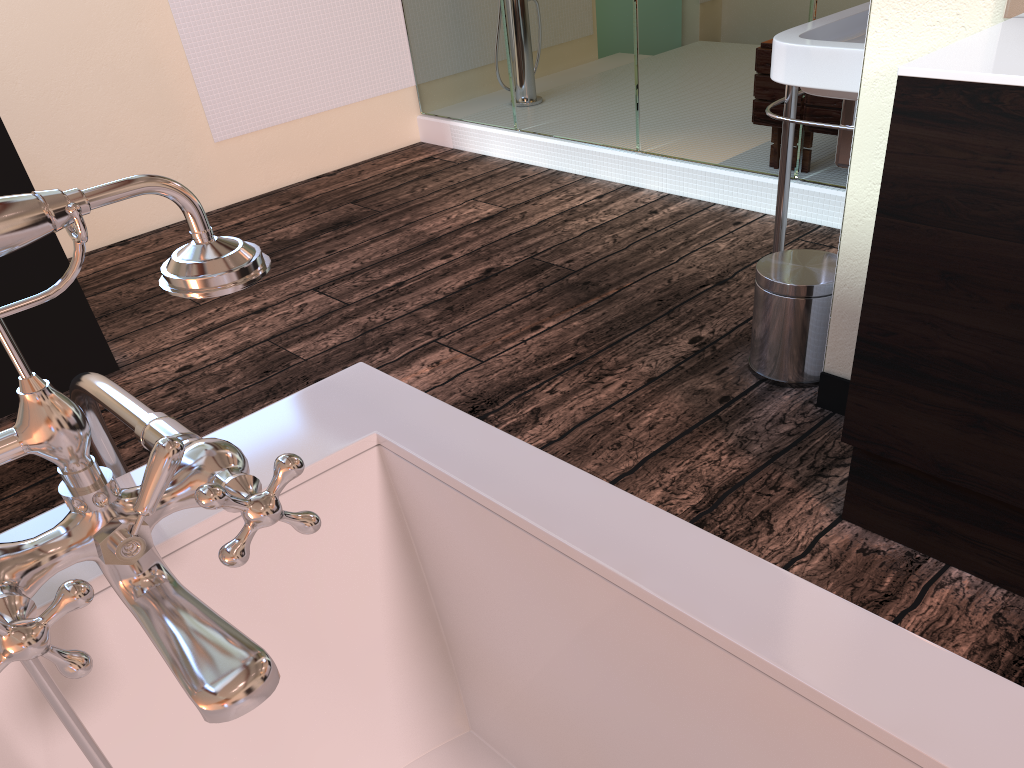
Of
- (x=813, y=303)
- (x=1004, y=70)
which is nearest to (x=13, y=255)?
(x=813, y=303)

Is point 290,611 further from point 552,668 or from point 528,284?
point 528,284

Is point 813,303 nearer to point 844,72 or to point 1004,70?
point 844,72

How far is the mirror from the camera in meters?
1.4

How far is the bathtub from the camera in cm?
62

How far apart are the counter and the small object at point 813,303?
0.7m

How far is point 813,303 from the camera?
2.0m

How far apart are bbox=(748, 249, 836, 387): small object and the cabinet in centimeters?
50cm

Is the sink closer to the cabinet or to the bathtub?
the cabinet

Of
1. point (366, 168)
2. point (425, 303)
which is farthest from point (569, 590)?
point (366, 168)
